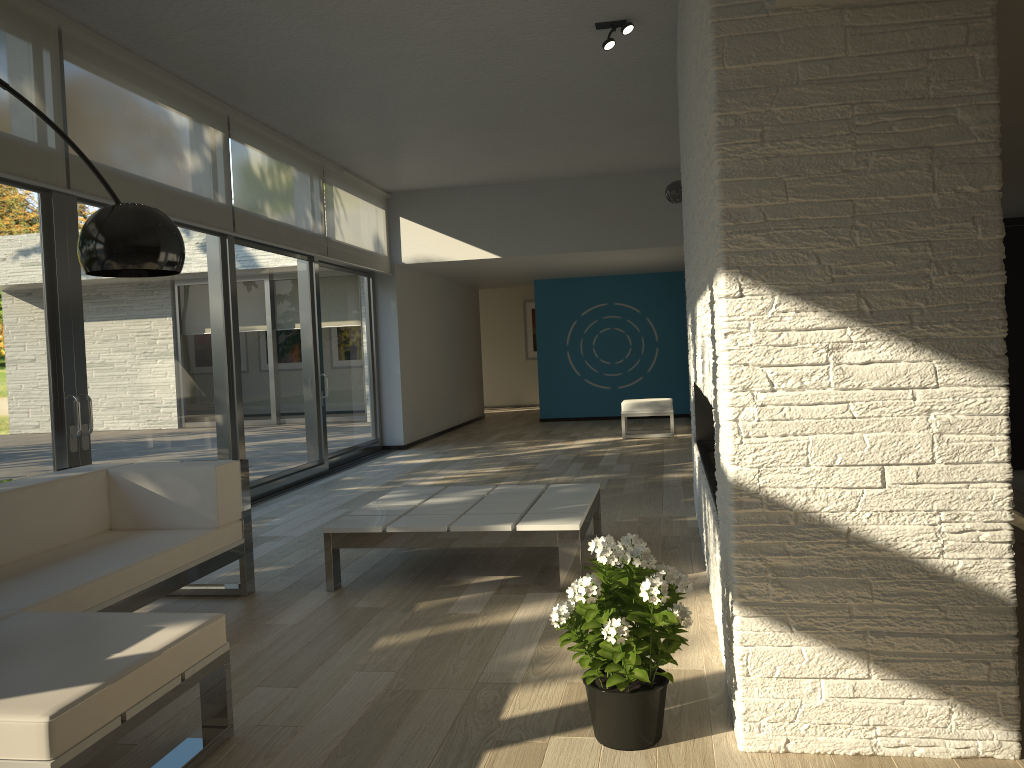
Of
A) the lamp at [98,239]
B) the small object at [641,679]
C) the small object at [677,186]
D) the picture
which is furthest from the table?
the picture

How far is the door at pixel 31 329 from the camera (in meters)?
4.60

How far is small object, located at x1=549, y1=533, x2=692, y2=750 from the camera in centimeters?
234cm

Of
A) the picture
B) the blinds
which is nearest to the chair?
the blinds

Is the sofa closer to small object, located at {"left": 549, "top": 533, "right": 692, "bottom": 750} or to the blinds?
small object, located at {"left": 549, "top": 533, "right": 692, "bottom": 750}

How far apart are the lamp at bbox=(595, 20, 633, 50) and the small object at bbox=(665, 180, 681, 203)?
2.48m

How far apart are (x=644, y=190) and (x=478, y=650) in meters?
7.5

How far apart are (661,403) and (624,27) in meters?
5.9

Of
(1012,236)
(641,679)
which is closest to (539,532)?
(641,679)

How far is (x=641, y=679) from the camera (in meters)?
2.34
